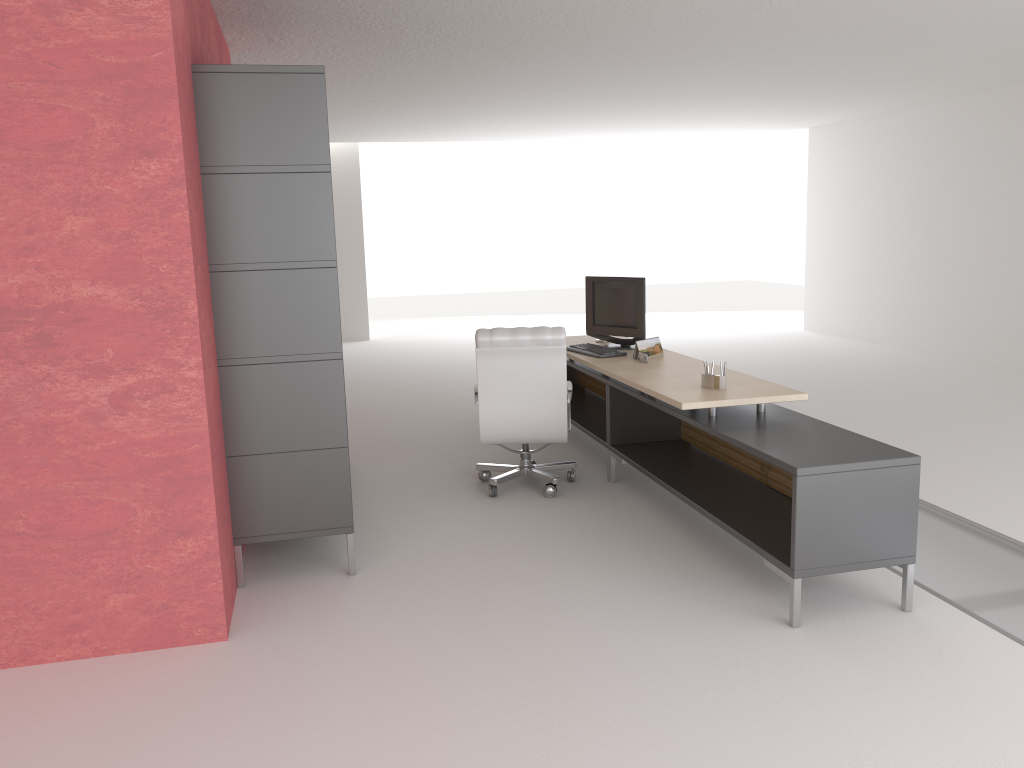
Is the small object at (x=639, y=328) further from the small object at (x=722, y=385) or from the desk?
the small object at (x=722, y=385)

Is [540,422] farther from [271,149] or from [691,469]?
[271,149]

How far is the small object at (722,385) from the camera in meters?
7.1

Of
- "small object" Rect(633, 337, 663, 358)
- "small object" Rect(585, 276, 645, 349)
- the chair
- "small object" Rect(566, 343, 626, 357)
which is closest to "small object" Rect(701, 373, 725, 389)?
the chair

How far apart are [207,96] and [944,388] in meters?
11.3

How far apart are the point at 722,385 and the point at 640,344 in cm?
183

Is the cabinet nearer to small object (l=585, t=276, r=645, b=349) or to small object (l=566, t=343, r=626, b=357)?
small object (l=566, t=343, r=626, b=357)

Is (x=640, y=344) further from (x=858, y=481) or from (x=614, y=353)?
(x=858, y=481)

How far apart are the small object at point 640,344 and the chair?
0.8 meters

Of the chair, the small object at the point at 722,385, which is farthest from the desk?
the chair
